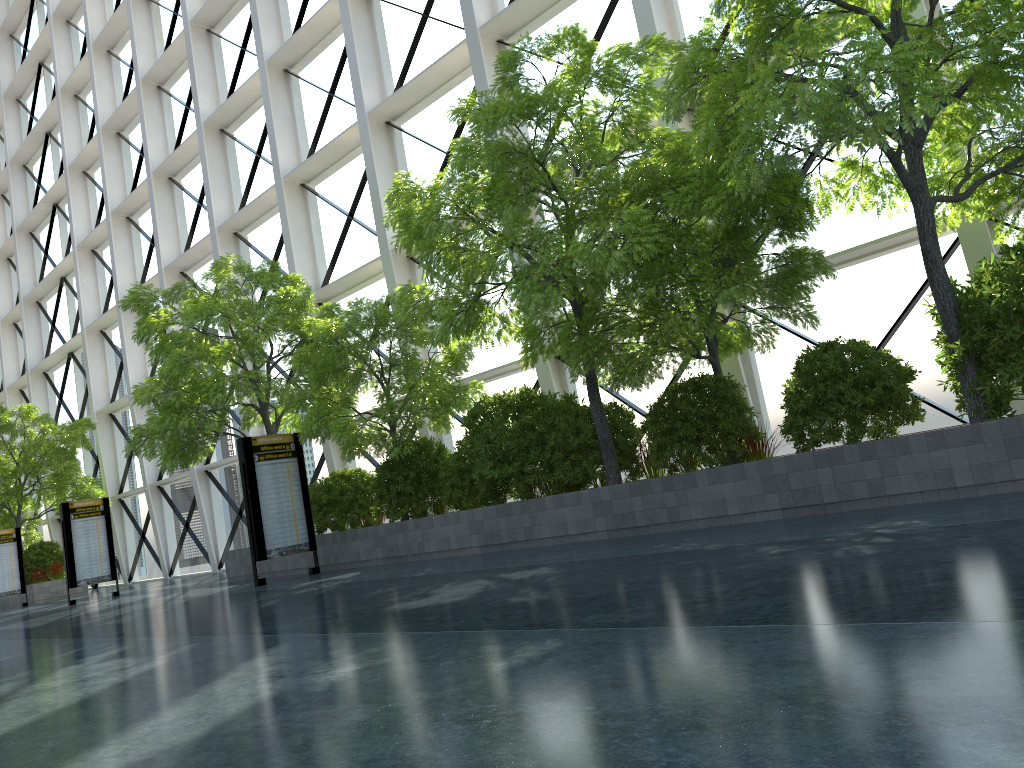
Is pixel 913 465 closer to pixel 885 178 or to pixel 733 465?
pixel 733 465
